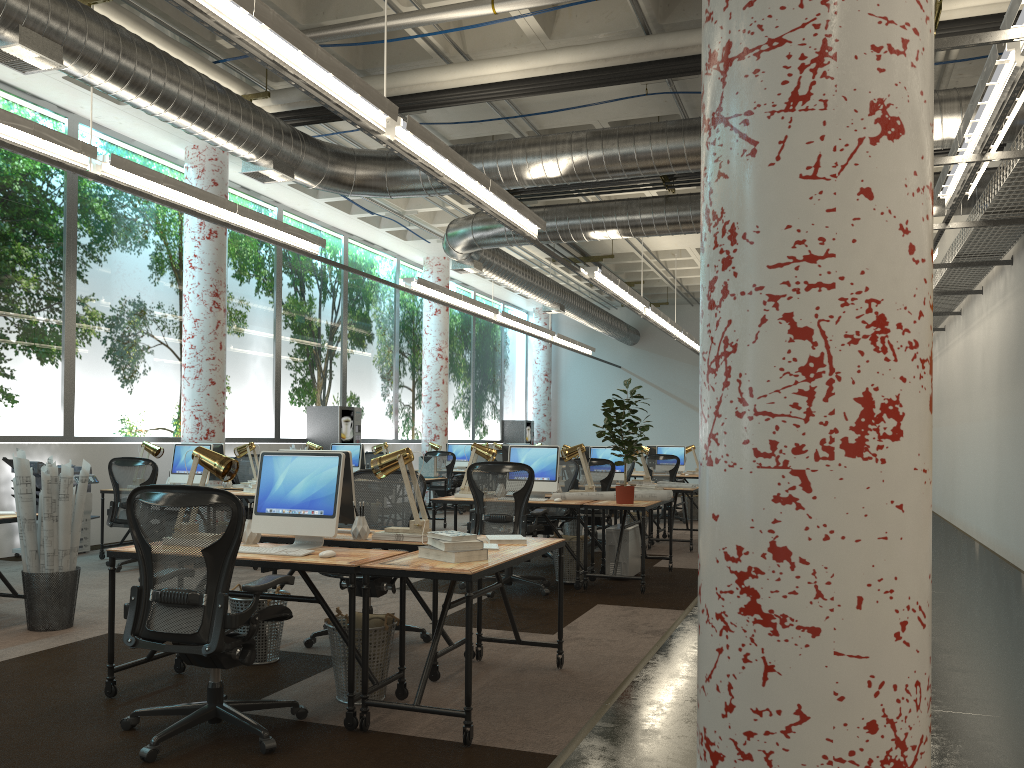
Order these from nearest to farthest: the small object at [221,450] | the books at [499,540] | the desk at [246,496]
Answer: the books at [499,540] < the desk at [246,496] < the small object at [221,450]

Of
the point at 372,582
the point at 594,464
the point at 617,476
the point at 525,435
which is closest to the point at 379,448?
the point at 617,476

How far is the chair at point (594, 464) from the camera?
10.07m

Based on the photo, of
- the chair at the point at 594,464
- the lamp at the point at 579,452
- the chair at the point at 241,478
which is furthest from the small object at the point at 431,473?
the lamp at the point at 579,452

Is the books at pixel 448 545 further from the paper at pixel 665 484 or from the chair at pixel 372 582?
the paper at pixel 665 484

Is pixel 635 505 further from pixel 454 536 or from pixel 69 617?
pixel 69 617

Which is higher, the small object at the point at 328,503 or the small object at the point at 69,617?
the small object at the point at 328,503

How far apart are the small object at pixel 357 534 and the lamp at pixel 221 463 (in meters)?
0.74

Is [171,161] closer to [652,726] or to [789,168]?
[652,726]

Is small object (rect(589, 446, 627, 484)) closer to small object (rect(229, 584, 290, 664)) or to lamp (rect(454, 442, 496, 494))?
lamp (rect(454, 442, 496, 494))
